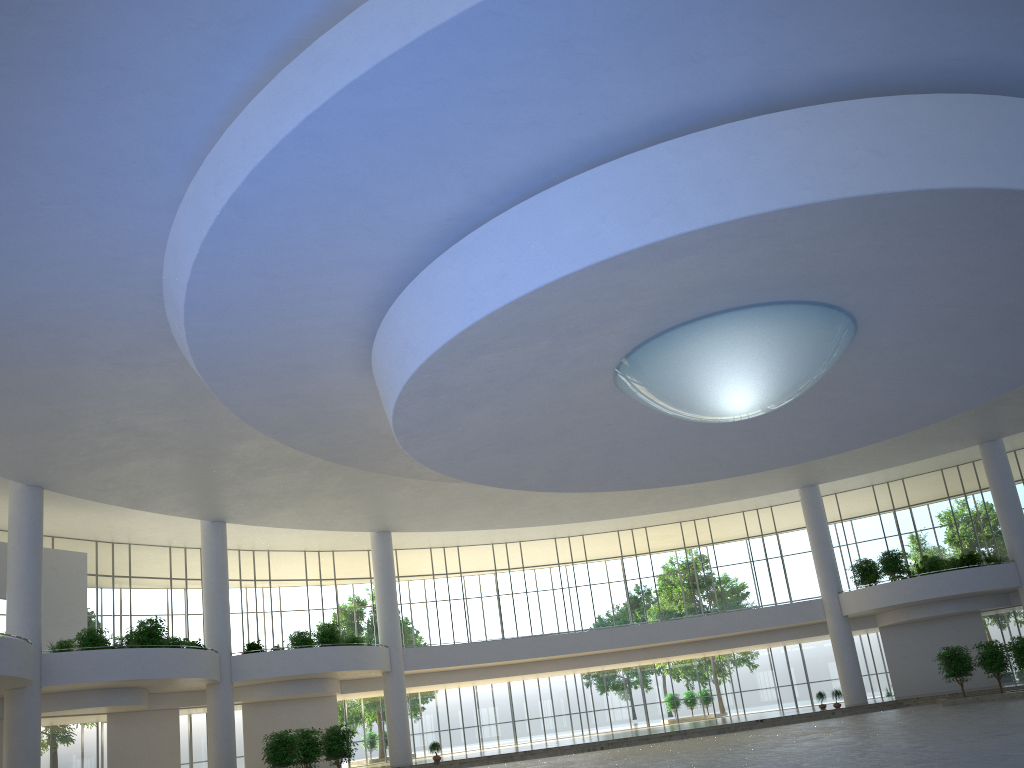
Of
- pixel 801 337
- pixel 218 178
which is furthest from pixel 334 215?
pixel 801 337

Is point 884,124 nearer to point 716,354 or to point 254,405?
point 716,354
